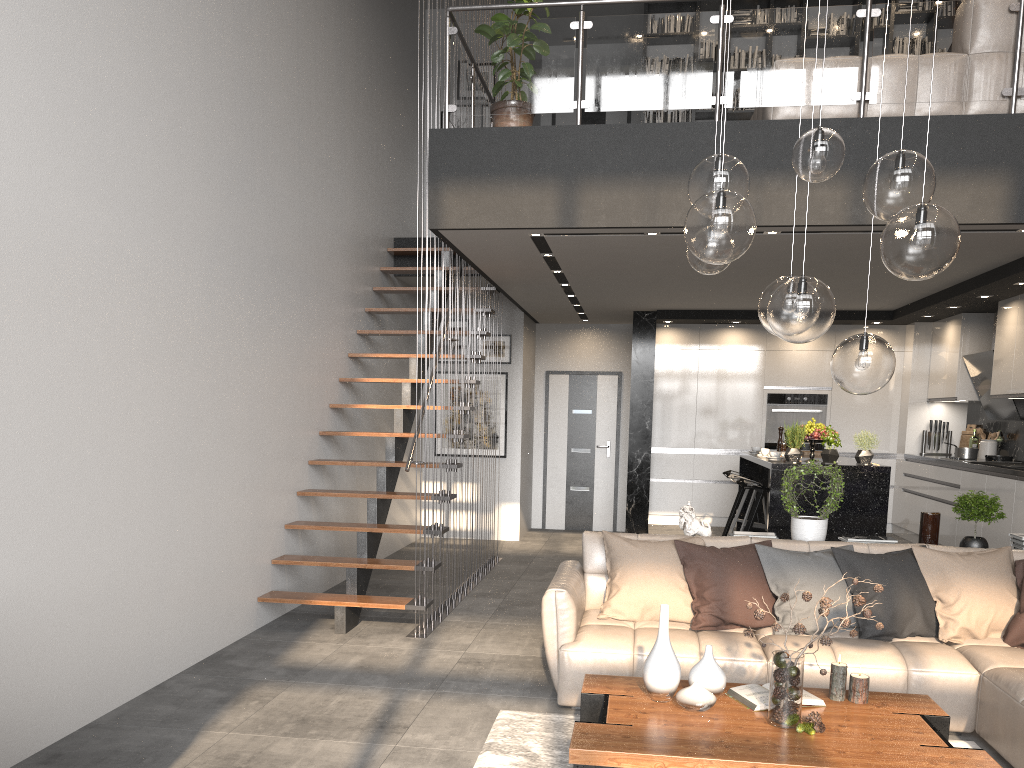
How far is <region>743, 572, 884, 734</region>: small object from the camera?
3.14m

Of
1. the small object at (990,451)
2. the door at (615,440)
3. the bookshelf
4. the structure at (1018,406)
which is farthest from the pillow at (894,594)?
the door at (615,440)

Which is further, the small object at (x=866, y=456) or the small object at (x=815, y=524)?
the small object at (x=866, y=456)

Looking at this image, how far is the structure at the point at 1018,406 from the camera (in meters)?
7.87

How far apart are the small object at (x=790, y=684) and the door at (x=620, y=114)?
9.0m

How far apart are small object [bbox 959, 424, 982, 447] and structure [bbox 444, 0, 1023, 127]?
4.7m

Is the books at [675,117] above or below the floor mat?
above

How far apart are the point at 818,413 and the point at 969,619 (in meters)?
5.66

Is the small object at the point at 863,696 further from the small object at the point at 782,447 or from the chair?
the small object at the point at 782,447

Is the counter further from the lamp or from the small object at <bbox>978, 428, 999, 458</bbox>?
the lamp
